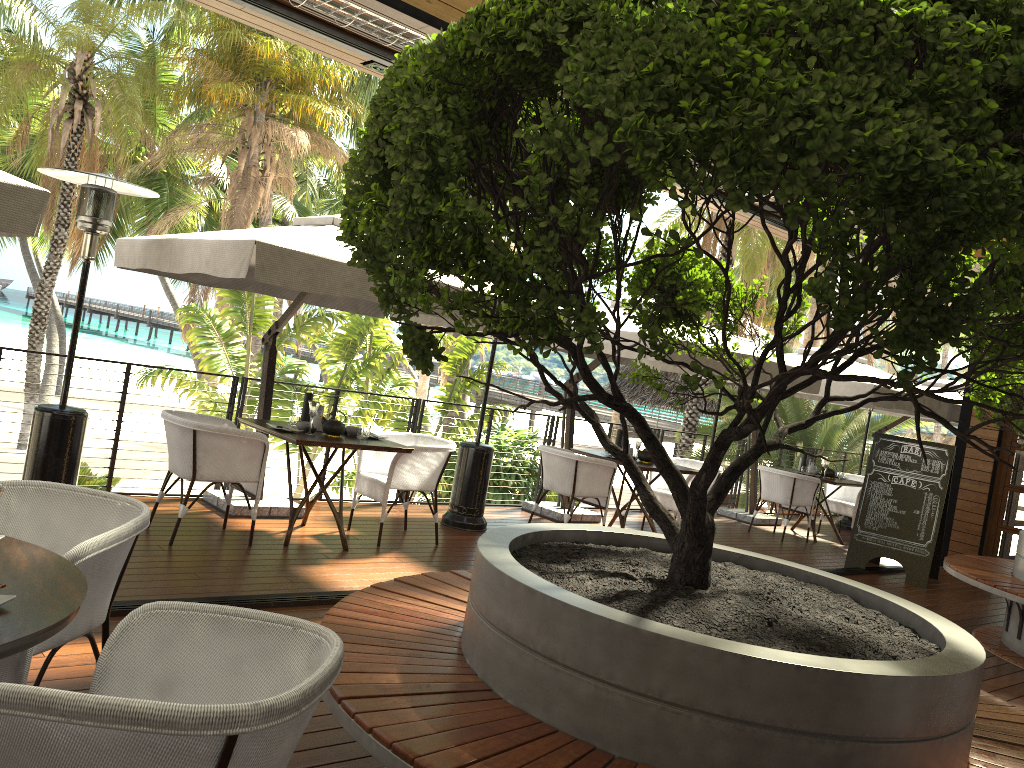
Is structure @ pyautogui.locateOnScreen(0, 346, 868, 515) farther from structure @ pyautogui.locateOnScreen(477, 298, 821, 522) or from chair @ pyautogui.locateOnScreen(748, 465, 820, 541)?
chair @ pyautogui.locateOnScreen(748, 465, 820, 541)

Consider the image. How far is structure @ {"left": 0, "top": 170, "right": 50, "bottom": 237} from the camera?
3.88m

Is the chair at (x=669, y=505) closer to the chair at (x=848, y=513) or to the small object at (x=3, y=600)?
the chair at (x=848, y=513)

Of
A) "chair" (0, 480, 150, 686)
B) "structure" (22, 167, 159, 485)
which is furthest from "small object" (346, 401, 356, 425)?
"chair" (0, 480, 150, 686)

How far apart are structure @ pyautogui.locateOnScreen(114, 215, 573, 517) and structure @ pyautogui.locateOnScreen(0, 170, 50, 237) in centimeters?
98cm

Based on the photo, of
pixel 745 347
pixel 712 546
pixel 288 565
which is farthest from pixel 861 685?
pixel 745 347

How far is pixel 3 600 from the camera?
1.9m

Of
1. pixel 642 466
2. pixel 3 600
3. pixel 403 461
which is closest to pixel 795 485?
pixel 642 466

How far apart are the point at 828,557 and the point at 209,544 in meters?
6.5 m

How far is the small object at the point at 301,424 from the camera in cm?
611
